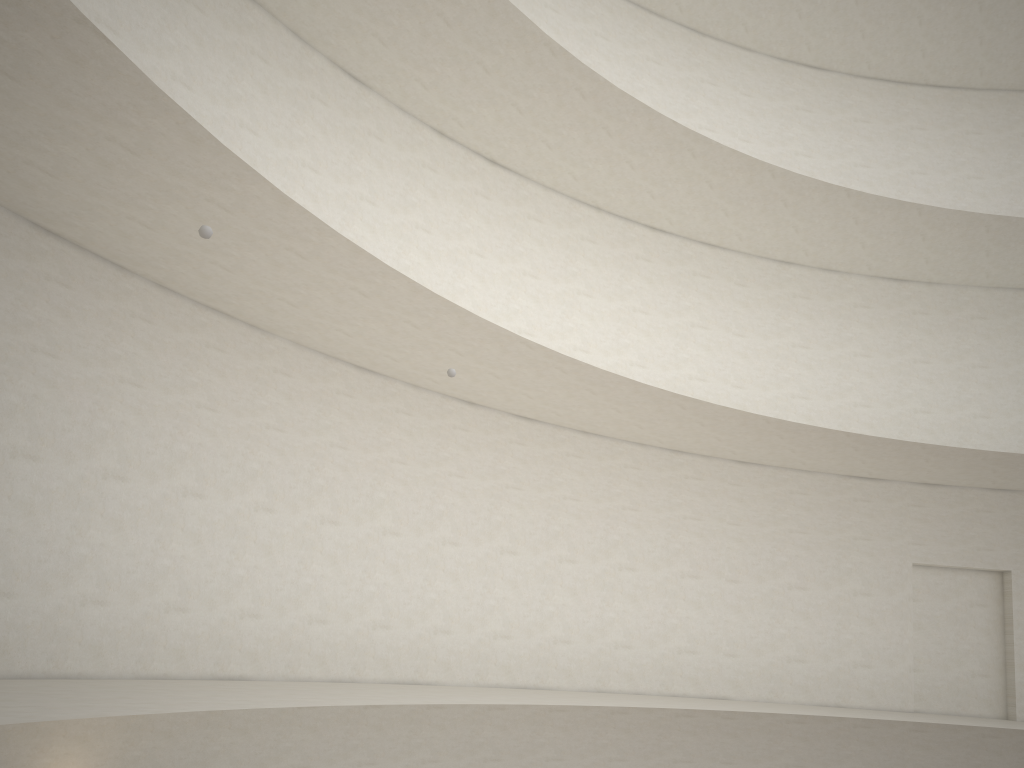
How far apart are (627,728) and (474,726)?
2.82m

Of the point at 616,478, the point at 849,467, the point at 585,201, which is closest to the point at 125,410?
the point at 616,478
